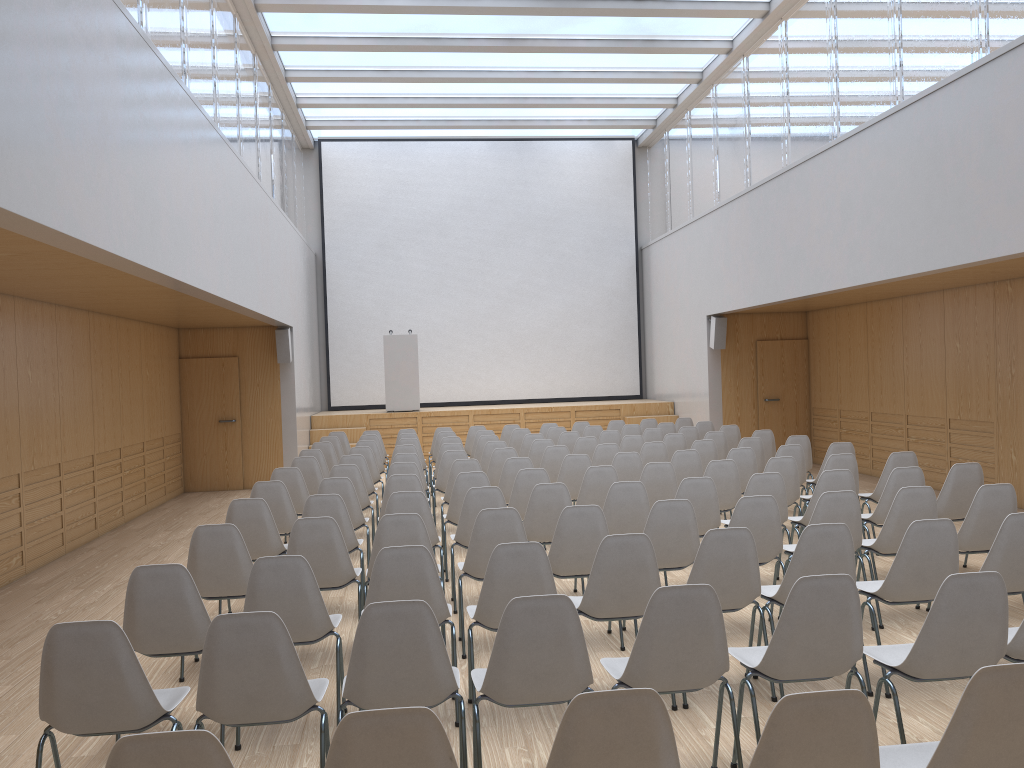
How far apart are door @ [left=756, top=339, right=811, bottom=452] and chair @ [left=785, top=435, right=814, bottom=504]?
4.9m

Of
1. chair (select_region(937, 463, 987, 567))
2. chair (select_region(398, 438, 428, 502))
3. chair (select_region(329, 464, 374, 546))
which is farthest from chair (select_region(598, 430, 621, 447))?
chair (select_region(937, 463, 987, 567))

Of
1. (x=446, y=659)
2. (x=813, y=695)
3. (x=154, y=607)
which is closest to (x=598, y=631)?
(x=446, y=659)

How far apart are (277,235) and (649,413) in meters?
7.4

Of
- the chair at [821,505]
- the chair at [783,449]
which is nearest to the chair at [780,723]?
the chair at [821,505]

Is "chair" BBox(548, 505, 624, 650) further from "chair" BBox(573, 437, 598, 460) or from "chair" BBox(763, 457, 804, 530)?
"chair" BBox(573, 437, 598, 460)

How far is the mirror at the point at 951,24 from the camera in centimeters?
806cm

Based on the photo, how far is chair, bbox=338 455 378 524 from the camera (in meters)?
8.98

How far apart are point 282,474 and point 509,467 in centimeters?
204cm

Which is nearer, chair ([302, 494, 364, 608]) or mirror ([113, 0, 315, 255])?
chair ([302, 494, 364, 608])
